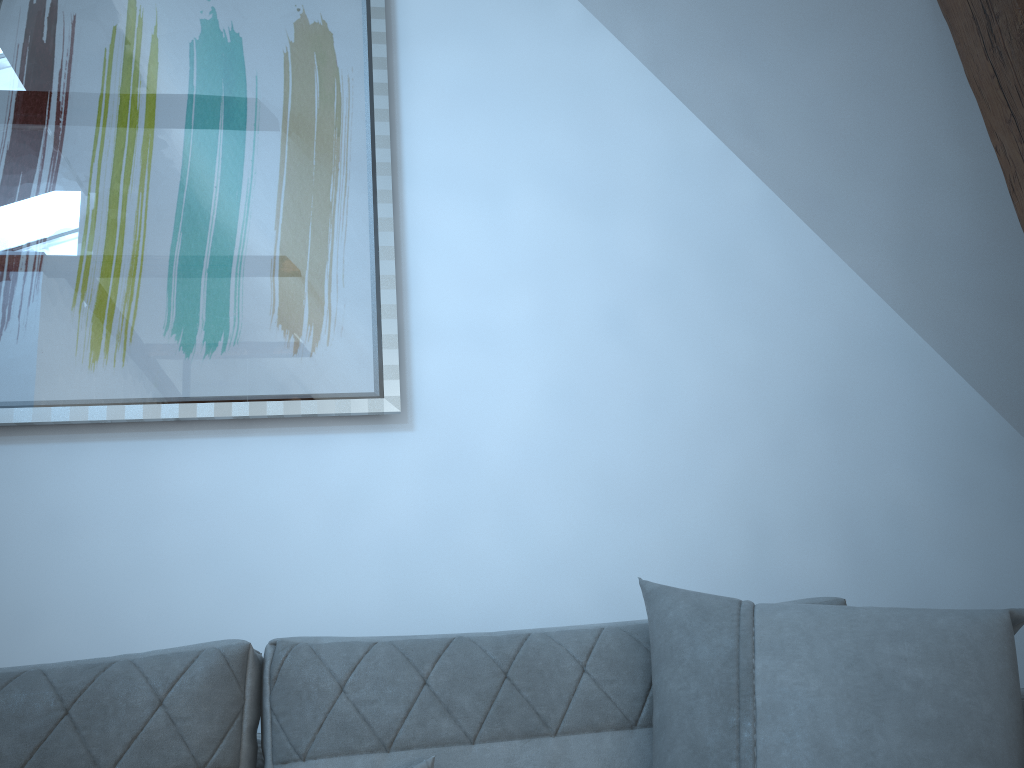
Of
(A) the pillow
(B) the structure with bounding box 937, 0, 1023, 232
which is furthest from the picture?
(B) the structure with bounding box 937, 0, 1023, 232

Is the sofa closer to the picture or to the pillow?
the pillow

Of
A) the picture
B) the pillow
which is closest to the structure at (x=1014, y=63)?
the pillow

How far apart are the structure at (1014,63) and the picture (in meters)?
1.21

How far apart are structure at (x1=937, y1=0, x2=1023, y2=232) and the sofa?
0.7 meters

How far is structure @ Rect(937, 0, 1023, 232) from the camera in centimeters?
146cm

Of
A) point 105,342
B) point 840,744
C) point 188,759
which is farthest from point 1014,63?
point 105,342

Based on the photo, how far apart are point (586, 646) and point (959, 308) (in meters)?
1.38

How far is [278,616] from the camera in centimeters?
185cm

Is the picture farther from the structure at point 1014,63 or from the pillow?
the structure at point 1014,63
